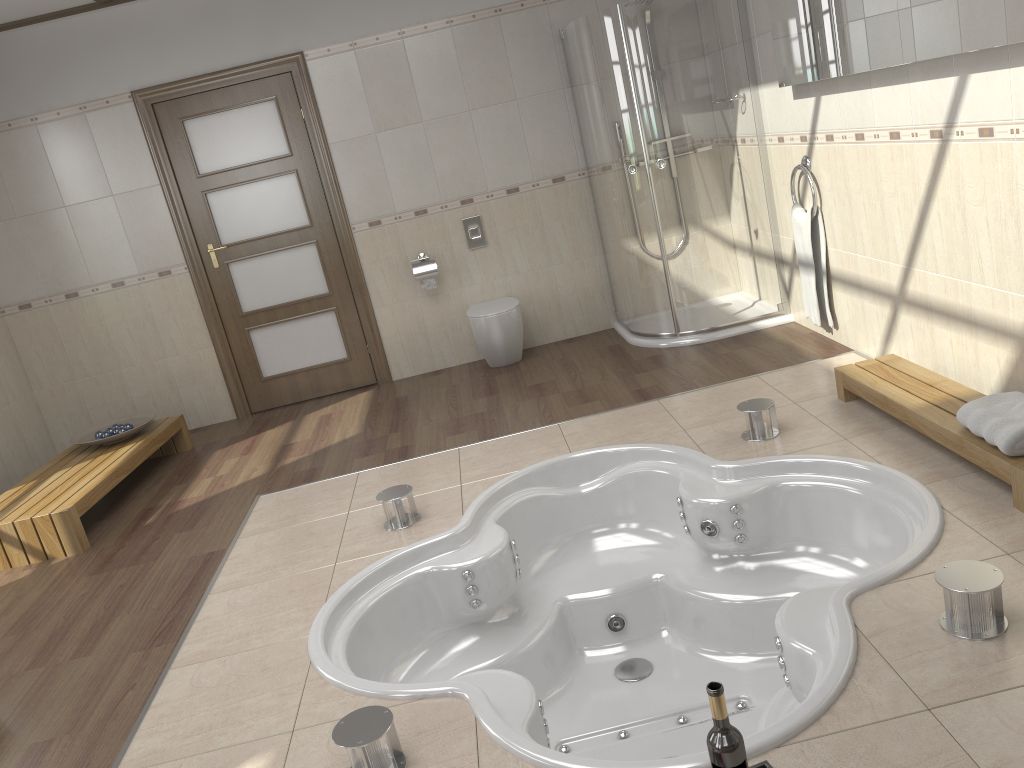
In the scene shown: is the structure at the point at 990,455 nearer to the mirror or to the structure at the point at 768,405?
the structure at the point at 768,405

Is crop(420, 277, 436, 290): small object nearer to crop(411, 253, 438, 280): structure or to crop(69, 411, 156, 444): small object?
crop(411, 253, 438, 280): structure

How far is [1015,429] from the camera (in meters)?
2.62

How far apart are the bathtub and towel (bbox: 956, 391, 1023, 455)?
0.2 meters

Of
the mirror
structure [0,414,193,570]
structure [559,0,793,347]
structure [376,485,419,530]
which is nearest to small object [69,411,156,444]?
structure [0,414,193,570]

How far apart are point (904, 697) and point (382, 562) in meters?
1.8

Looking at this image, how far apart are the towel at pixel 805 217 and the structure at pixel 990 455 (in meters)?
0.79

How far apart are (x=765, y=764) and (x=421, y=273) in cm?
421

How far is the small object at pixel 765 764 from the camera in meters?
1.9 m

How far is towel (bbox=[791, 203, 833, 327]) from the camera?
4.4 meters
